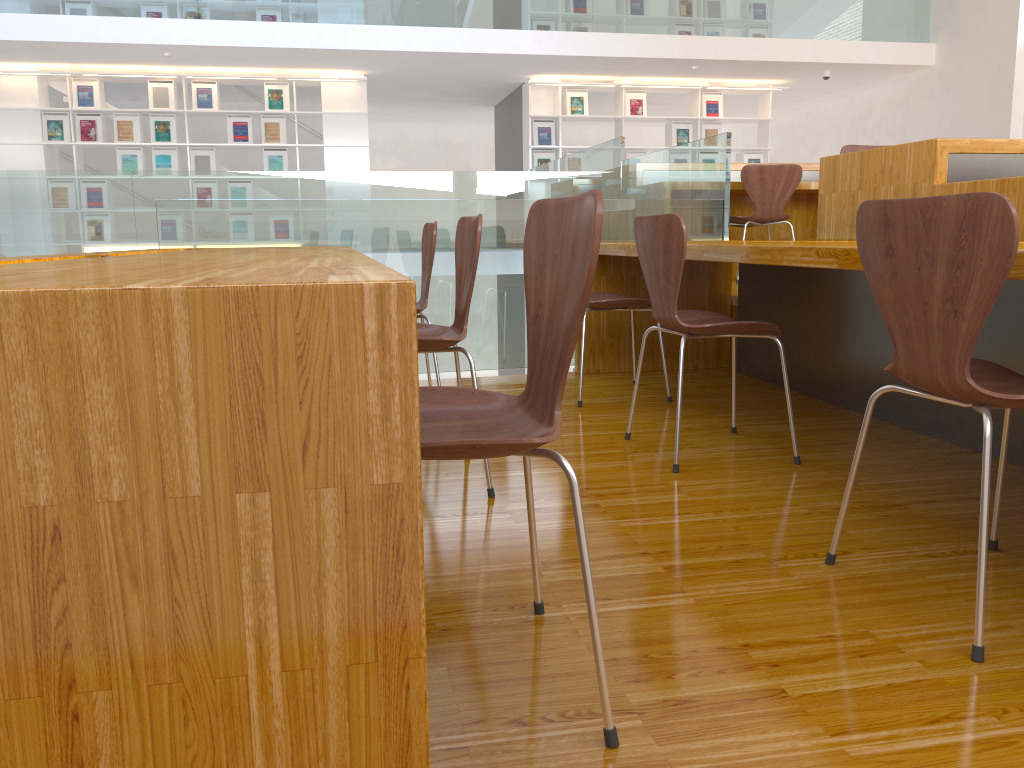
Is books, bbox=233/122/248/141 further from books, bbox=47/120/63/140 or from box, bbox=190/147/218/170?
books, bbox=47/120/63/140

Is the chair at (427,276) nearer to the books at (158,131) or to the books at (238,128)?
the books at (238,128)

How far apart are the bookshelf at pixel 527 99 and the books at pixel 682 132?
0.14m

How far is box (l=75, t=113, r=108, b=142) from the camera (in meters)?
8.87

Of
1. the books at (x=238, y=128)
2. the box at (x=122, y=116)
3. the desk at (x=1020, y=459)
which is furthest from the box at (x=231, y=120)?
the desk at (x=1020, y=459)

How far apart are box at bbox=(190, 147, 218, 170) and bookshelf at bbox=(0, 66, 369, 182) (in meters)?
0.07

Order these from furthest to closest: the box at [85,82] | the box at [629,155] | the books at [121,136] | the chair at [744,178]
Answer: the box at [629,155] < the books at [121,136] < the box at [85,82] < the chair at [744,178]

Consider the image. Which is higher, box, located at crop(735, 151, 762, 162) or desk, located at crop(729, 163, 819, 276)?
box, located at crop(735, 151, 762, 162)

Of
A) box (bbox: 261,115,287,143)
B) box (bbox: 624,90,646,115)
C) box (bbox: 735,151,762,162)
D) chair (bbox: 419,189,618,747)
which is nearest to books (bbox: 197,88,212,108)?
box (bbox: 261,115,287,143)

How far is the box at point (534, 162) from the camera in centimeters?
983cm
